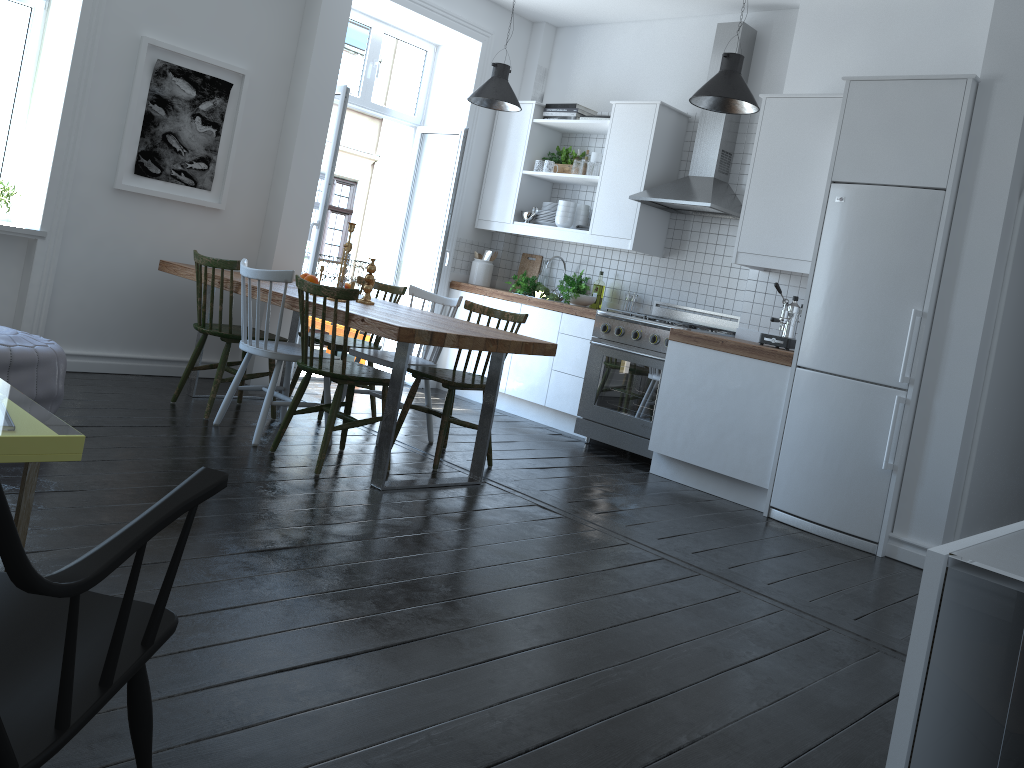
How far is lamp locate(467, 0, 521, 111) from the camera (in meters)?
5.72

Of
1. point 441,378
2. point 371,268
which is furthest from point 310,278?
point 441,378

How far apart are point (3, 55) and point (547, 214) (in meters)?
3.59

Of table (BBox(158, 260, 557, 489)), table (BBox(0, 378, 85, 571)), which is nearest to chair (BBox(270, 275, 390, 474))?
table (BBox(158, 260, 557, 489))

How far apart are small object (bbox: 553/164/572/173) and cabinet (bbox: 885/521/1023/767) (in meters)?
3.69

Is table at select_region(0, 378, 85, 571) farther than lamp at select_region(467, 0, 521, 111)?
No

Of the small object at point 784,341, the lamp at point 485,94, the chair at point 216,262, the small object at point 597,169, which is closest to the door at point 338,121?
the lamp at point 485,94

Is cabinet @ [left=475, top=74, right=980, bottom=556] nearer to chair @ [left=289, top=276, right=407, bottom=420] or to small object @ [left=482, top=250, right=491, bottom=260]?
small object @ [left=482, top=250, right=491, bottom=260]

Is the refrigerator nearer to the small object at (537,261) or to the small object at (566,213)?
the small object at (566,213)

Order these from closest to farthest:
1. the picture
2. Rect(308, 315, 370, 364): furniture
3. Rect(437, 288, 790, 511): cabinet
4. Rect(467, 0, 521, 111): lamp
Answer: Rect(437, 288, 790, 511): cabinet
the picture
Rect(467, 0, 521, 111): lamp
Rect(308, 315, 370, 364): furniture
